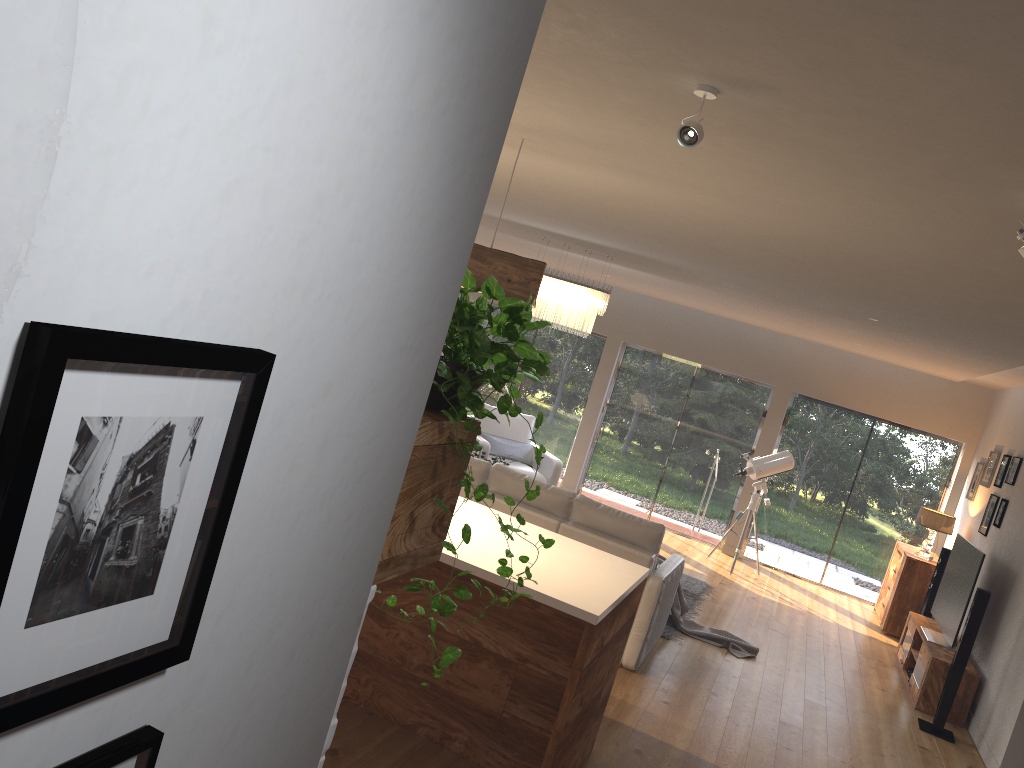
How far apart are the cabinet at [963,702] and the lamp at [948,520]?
1.12m

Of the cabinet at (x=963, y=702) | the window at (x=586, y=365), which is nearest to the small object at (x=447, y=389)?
the cabinet at (x=963, y=702)

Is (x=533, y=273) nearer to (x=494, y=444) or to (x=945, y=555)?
(x=494, y=444)

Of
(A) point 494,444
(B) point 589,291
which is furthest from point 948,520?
(A) point 494,444

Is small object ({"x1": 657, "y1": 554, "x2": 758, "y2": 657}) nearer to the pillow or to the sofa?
the sofa

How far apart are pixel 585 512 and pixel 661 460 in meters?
5.6

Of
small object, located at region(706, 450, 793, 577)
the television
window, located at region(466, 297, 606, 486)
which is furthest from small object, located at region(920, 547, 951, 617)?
window, located at region(466, 297, 606, 486)

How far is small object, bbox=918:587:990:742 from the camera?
6.3 meters

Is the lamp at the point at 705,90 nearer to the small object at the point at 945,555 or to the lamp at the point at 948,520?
the small object at the point at 945,555

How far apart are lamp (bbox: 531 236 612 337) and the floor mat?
2.5 meters
